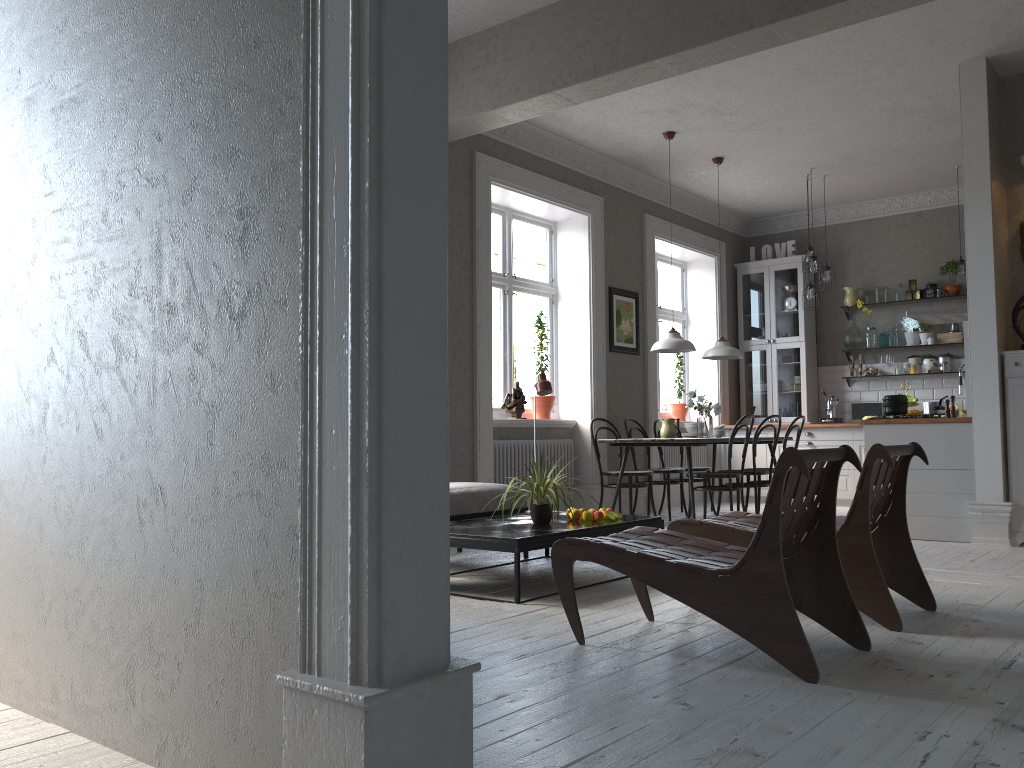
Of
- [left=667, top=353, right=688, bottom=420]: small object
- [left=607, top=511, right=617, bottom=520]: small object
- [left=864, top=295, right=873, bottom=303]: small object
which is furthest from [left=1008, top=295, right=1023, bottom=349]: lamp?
[left=667, top=353, right=688, bottom=420]: small object

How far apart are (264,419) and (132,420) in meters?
0.5

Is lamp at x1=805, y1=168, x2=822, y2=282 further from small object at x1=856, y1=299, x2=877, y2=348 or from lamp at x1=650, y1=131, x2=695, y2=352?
lamp at x1=650, y1=131, x2=695, y2=352

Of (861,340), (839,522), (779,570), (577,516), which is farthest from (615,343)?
(779,570)

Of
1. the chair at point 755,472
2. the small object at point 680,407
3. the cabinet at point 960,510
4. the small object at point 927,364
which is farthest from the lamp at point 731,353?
the small object at point 927,364

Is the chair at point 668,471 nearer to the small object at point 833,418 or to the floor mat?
the floor mat

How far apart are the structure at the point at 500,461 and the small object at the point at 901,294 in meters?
4.2 m

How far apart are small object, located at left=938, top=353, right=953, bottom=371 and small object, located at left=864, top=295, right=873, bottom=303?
0.96m

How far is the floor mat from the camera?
7.43m

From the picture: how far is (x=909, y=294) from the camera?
9.28m
